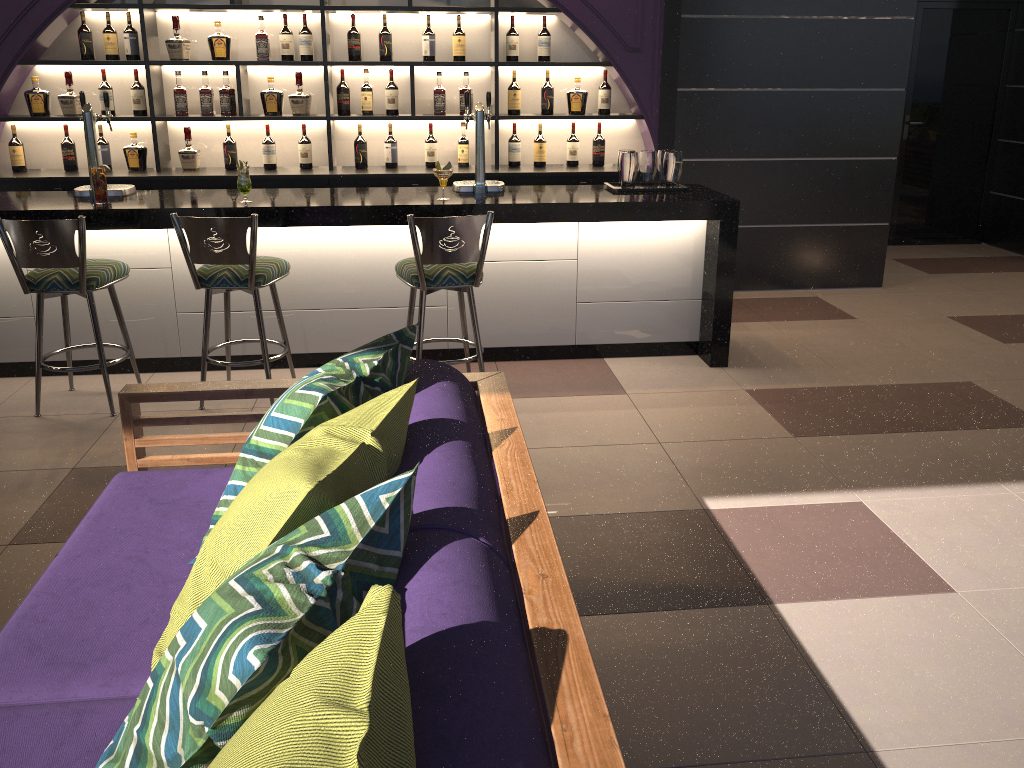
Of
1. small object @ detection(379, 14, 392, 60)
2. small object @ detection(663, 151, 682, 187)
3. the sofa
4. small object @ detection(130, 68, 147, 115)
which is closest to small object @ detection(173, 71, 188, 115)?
small object @ detection(130, 68, 147, 115)

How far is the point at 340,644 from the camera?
1.07m

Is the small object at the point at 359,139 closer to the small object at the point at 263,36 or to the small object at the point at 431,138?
the small object at the point at 431,138

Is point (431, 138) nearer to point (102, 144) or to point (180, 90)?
point (180, 90)

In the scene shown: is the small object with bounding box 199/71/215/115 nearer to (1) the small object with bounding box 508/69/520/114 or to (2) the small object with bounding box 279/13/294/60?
(2) the small object with bounding box 279/13/294/60

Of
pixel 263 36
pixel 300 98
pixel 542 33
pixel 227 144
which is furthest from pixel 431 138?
pixel 227 144

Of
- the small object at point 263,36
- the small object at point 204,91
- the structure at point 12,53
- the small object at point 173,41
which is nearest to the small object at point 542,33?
the structure at point 12,53

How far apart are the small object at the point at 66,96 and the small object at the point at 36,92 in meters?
0.1 m

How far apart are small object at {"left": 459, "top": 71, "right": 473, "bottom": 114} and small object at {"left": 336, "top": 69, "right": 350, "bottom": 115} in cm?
75

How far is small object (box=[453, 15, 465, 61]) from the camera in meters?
5.7 m
